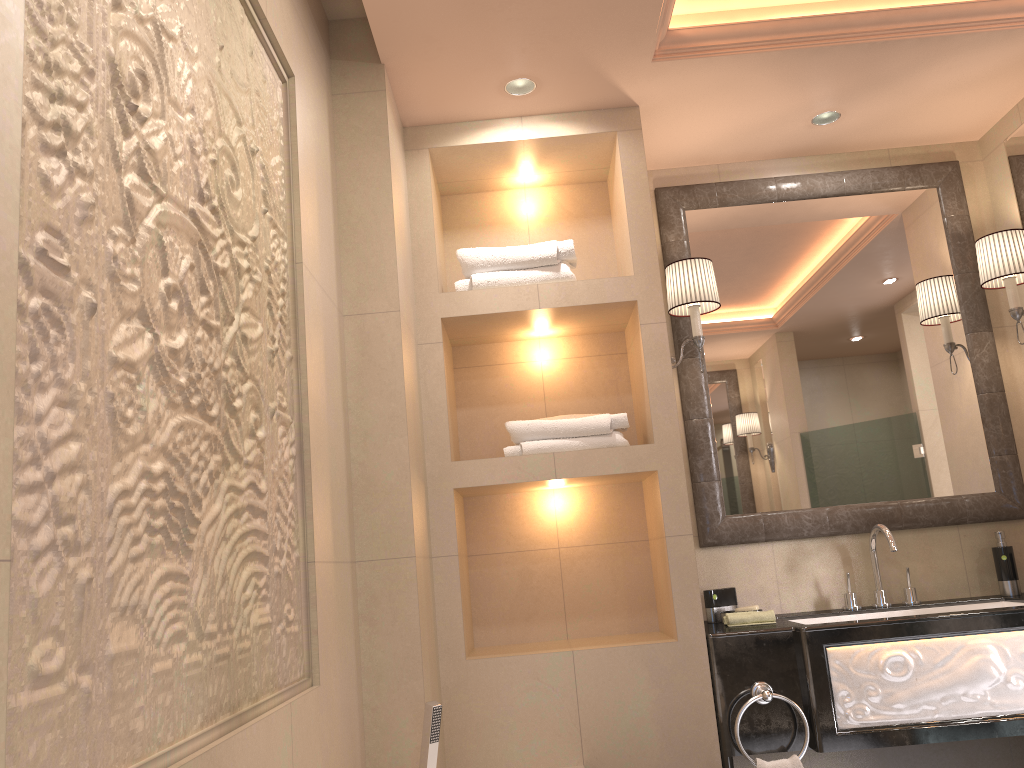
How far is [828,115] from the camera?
3.02m

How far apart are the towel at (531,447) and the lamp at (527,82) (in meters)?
0.47

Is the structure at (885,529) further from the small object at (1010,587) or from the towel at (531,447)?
the towel at (531,447)

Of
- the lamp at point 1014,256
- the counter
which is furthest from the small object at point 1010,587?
the lamp at point 1014,256

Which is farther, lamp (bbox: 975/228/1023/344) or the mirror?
the mirror

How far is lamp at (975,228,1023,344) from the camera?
2.9m

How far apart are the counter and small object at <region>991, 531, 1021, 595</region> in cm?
6

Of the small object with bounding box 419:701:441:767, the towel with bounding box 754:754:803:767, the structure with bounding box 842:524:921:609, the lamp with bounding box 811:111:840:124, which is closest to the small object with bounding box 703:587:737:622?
the structure with bounding box 842:524:921:609

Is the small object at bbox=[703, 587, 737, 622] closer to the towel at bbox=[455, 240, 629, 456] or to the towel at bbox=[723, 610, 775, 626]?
the towel at bbox=[723, 610, 775, 626]

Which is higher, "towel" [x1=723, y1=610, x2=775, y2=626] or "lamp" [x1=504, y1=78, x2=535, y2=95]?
"lamp" [x1=504, y1=78, x2=535, y2=95]
